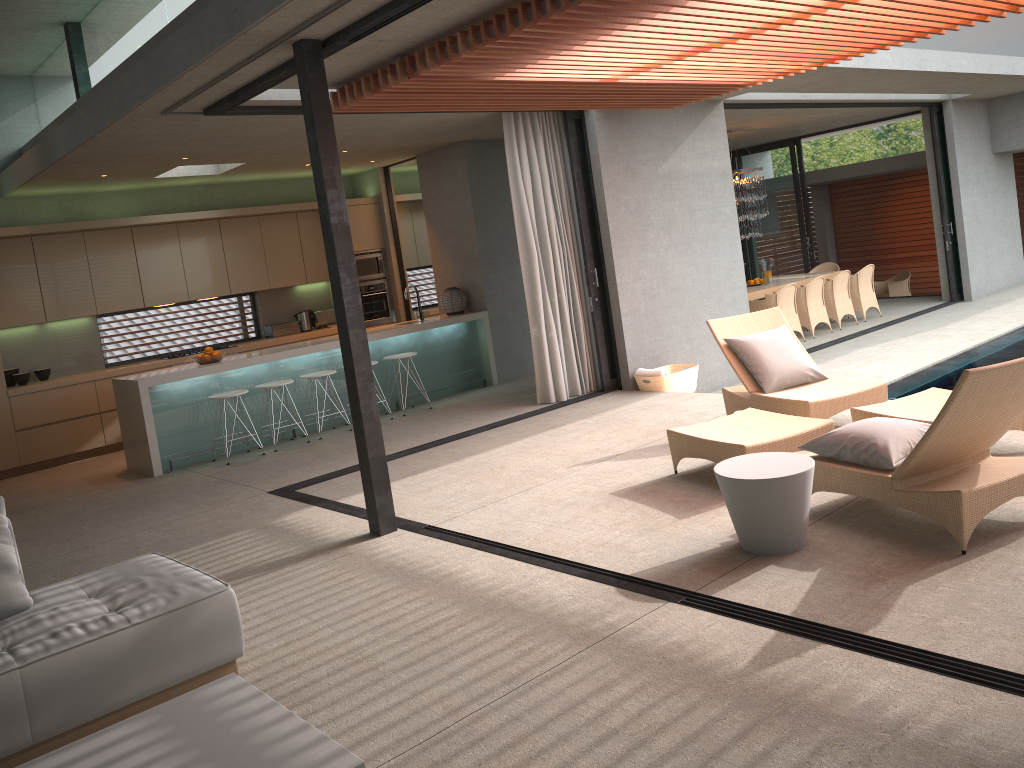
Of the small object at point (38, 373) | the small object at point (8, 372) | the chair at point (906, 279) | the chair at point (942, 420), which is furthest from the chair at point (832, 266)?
the small object at point (8, 372)

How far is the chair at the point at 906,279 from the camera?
18.0 meters

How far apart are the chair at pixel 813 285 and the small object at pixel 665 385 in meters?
4.1 m

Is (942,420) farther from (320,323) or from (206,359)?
(320,323)

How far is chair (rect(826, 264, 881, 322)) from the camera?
13.5m

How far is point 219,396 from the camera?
8.39m

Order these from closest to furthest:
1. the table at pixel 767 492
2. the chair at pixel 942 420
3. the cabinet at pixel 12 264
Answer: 1. the chair at pixel 942 420
2. the table at pixel 767 492
3. the cabinet at pixel 12 264

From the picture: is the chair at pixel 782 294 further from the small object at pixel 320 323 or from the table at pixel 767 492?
→ the table at pixel 767 492

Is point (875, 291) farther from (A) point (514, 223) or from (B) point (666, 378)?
(B) point (666, 378)

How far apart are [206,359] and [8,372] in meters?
2.6
